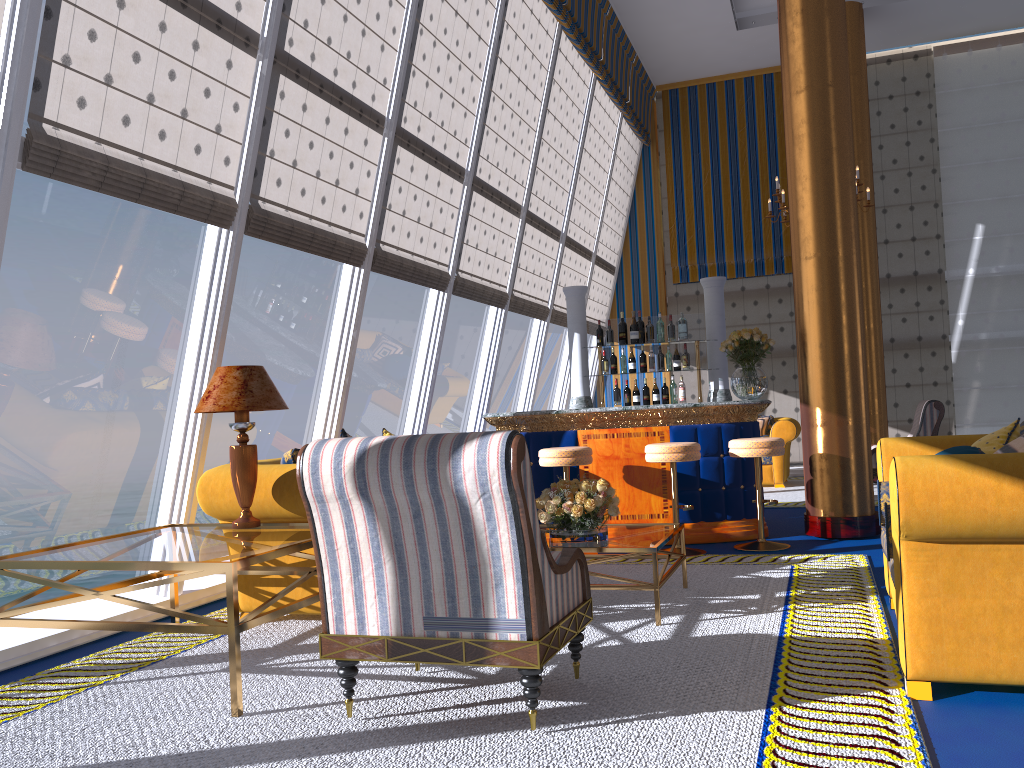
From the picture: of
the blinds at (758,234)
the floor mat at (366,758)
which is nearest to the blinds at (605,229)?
the blinds at (758,234)

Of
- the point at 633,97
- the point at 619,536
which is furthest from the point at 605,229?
A: the point at 619,536

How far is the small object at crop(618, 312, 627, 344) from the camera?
7.99m

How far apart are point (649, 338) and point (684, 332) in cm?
85

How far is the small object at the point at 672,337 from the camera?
7.92m

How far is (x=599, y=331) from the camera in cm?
808

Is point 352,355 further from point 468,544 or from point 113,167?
point 468,544

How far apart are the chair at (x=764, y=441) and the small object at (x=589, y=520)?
1.8m

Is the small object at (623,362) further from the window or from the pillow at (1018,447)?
the pillow at (1018,447)

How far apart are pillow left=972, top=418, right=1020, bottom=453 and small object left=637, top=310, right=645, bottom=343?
4.3m
